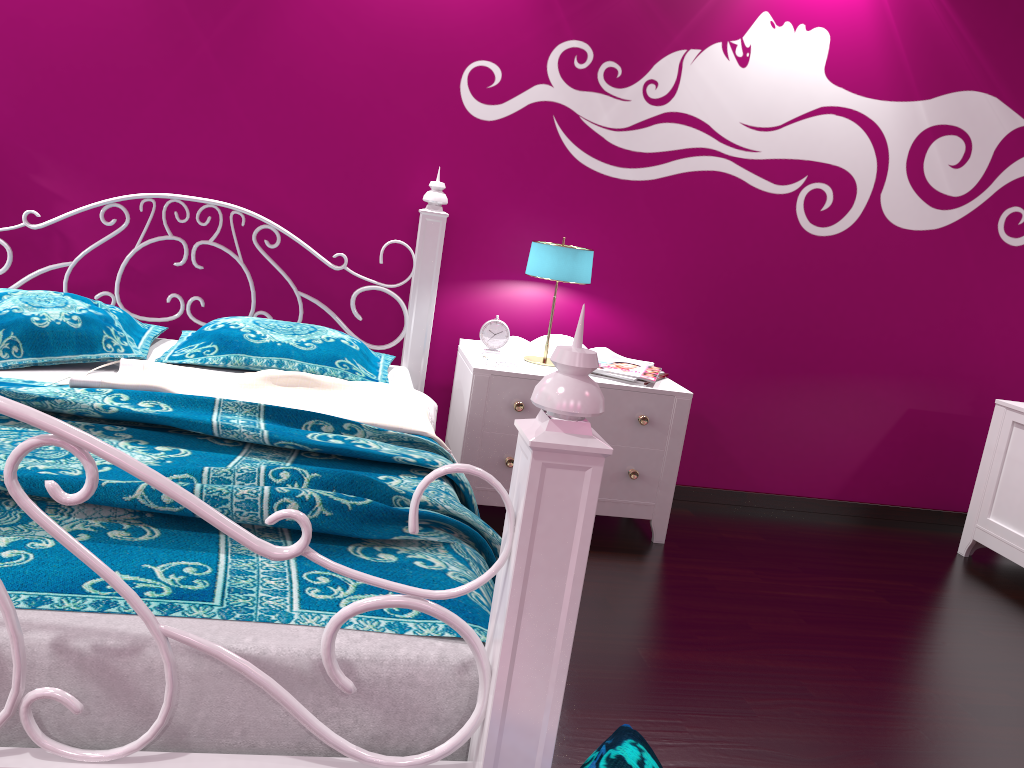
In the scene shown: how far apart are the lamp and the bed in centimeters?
34cm

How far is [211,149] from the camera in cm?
303

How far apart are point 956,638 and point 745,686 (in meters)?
0.89

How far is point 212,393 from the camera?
2.2m

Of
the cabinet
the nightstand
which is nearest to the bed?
the nightstand

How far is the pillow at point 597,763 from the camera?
1.14m

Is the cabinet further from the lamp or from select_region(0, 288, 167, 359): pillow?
select_region(0, 288, 167, 359): pillow

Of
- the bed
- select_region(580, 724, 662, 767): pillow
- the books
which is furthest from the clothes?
select_region(580, 724, 662, 767): pillow

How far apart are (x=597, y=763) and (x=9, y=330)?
1.9m

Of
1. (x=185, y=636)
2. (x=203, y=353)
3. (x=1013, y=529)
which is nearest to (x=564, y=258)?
(x=203, y=353)
